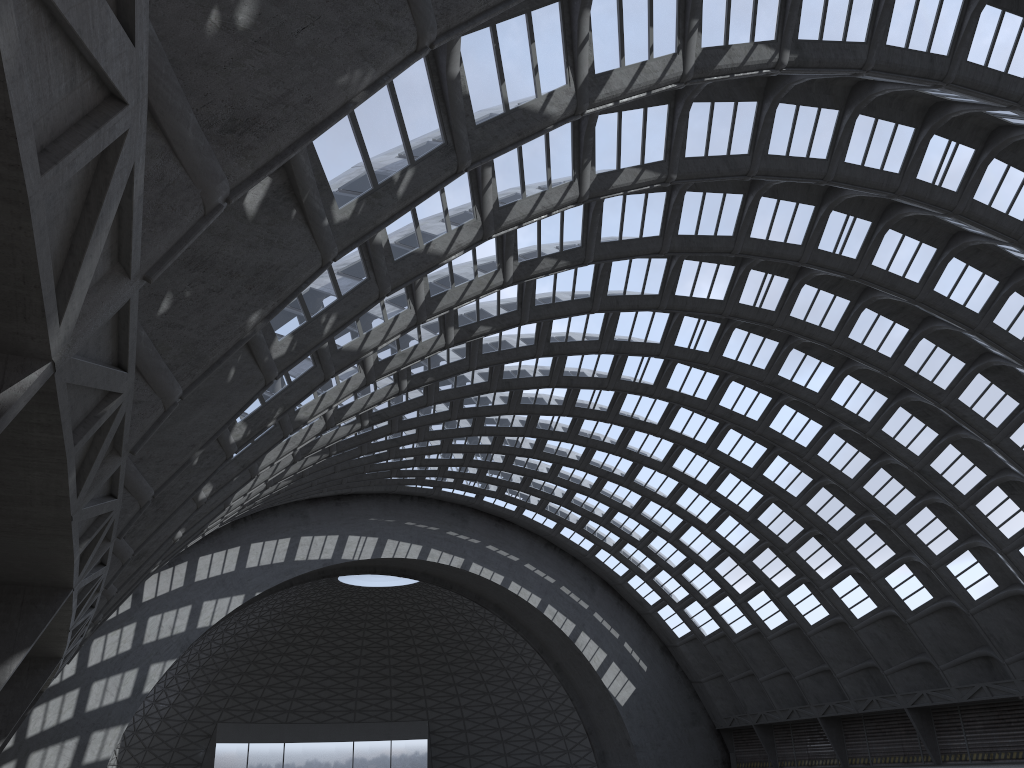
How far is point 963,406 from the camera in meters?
36.0 m
